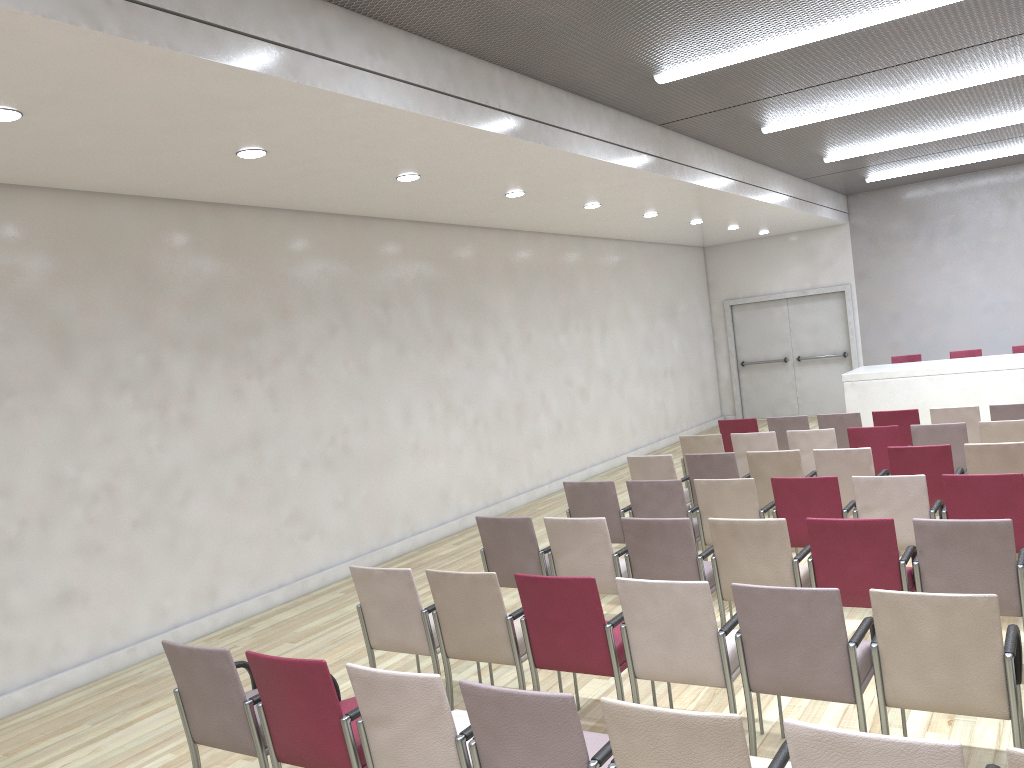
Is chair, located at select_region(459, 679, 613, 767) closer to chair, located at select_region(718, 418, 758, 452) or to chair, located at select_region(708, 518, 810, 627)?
chair, located at select_region(708, 518, 810, 627)

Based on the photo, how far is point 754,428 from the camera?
9.9 meters

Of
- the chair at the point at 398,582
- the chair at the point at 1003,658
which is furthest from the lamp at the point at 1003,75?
the chair at the point at 398,582

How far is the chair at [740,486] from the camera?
6.25m

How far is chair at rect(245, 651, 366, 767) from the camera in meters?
3.4

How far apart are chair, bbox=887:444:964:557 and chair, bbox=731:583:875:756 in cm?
318

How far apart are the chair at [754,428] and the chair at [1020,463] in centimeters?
338cm

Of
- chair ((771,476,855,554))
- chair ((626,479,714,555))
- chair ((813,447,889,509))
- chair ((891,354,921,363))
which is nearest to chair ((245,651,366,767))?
chair ((626,479,714,555))

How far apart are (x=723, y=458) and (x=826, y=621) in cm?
403

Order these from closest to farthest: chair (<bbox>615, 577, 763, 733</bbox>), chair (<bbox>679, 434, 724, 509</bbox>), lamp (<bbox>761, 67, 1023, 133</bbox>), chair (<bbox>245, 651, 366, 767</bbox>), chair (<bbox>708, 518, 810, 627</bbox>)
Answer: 1. chair (<bbox>245, 651, 366, 767</bbox>)
2. chair (<bbox>615, 577, 763, 733</bbox>)
3. chair (<bbox>708, 518, 810, 627</bbox>)
4. lamp (<bbox>761, 67, 1023, 133</bbox>)
5. chair (<bbox>679, 434, 724, 509</bbox>)
